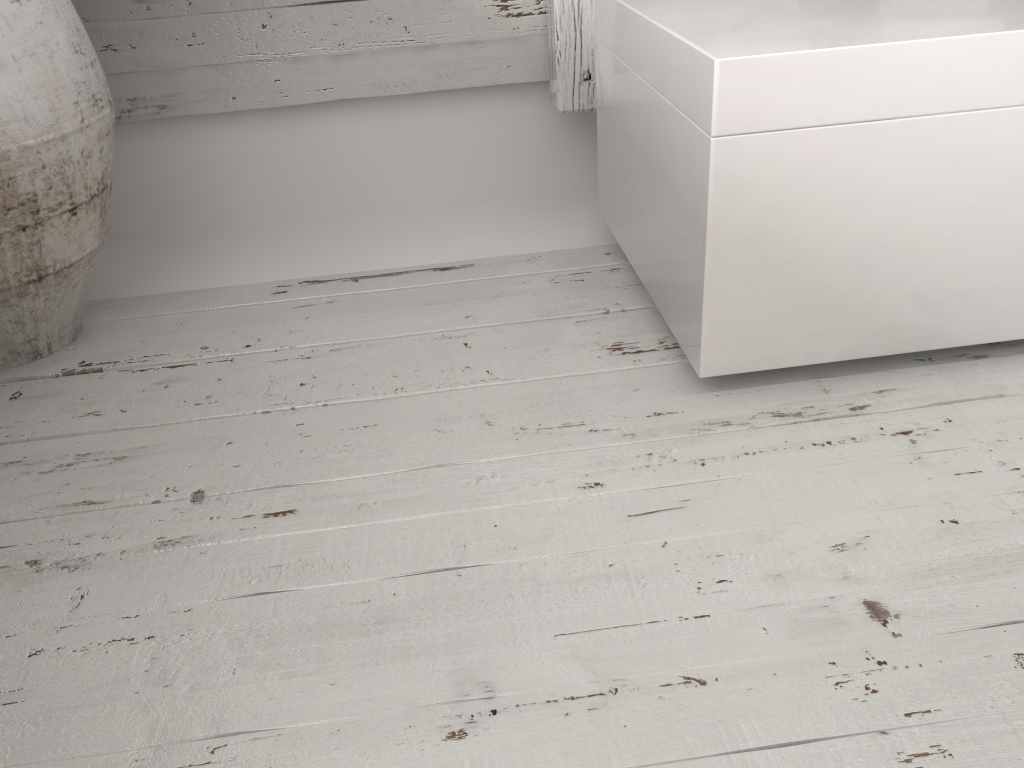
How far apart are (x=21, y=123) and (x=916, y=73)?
1.00m

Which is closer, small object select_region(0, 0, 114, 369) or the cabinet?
the cabinet

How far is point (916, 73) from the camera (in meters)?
0.90

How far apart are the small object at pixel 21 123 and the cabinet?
0.70m

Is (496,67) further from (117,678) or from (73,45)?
(117,678)

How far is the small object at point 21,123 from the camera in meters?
1.0 m

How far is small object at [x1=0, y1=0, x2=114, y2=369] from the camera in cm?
104

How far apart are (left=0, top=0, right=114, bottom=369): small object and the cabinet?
0.70m
